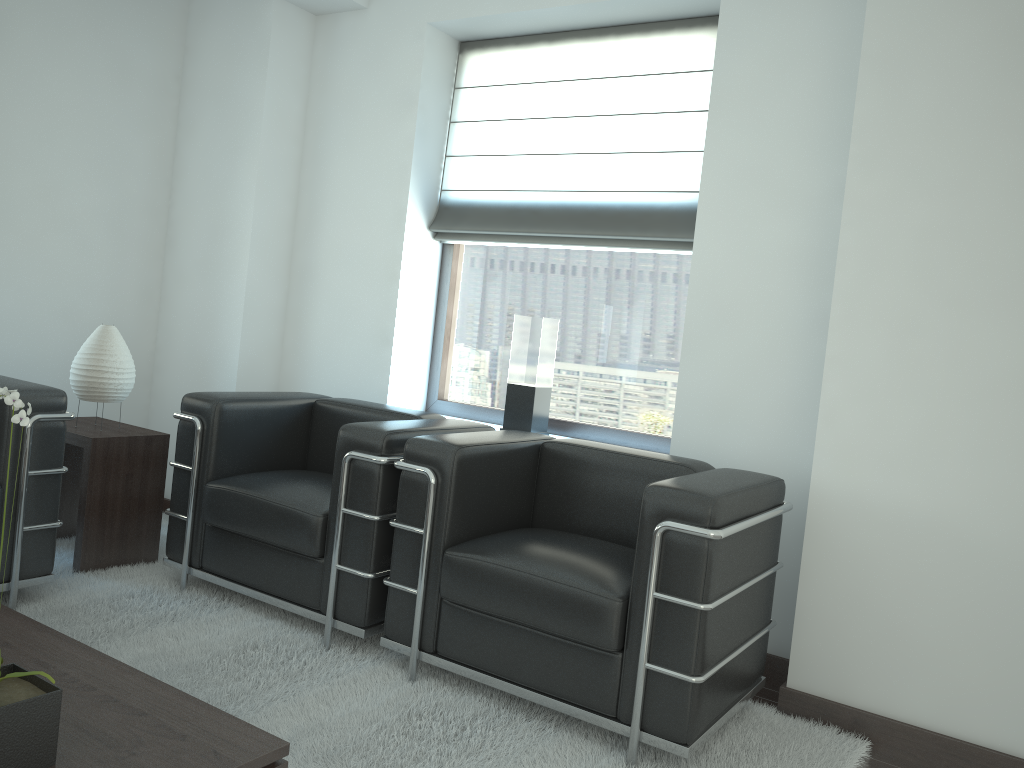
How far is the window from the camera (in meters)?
5.68

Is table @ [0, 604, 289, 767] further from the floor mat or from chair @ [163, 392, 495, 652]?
chair @ [163, 392, 495, 652]

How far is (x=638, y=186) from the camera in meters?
5.6

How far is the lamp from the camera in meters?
5.3

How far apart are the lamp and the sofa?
0.60m

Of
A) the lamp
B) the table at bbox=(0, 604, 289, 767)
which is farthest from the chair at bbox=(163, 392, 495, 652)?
the table at bbox=(0, 604, 289, 767)

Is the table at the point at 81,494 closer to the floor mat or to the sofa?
the floor mat

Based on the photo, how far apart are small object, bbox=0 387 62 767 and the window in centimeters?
392cm

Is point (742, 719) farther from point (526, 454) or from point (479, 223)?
point (479, 223)

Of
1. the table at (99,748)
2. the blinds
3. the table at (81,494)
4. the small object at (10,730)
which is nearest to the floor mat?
the table at (81,494)
